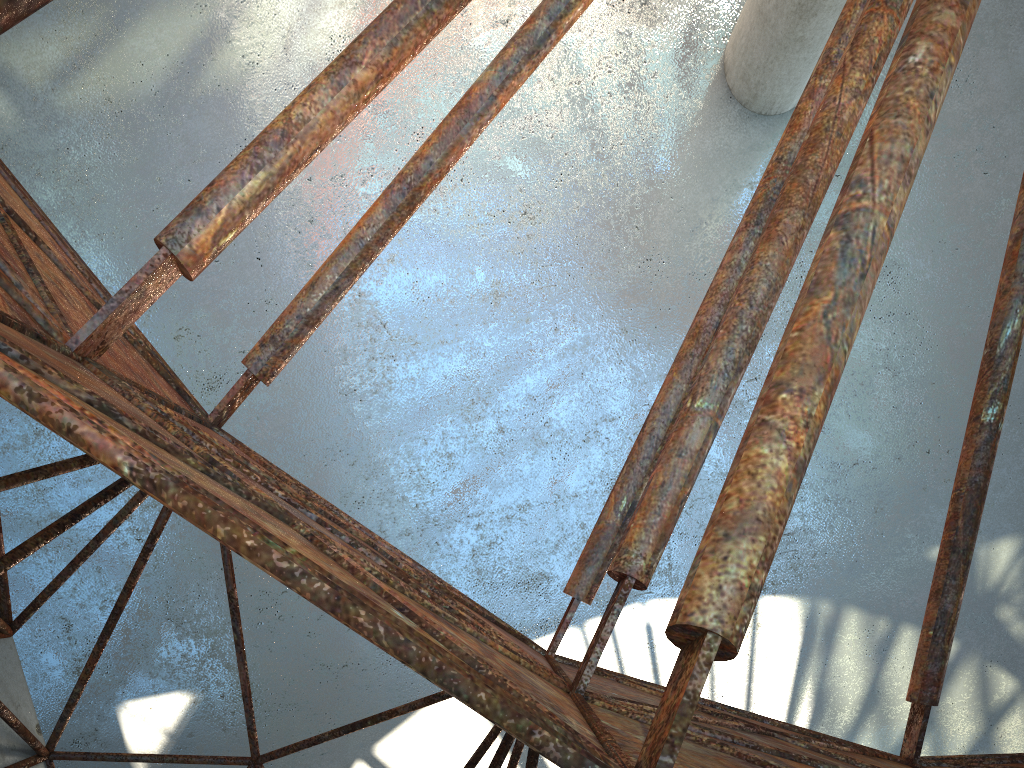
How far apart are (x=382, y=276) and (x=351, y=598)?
17.47m

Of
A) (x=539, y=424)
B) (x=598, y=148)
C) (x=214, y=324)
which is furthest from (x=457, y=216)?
(x=214, y=324)
